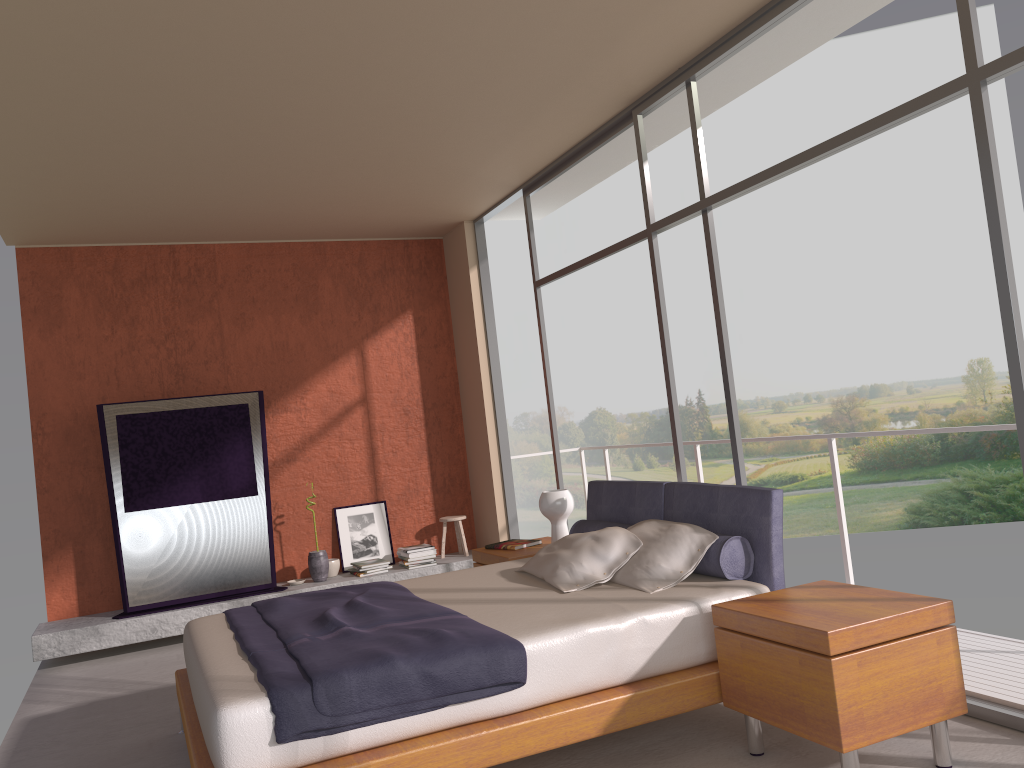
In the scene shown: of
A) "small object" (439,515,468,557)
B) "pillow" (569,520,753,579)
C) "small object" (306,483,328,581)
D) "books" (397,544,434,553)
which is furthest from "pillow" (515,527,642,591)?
"small object" (439,515,468,557)

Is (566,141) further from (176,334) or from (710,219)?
(176,334)

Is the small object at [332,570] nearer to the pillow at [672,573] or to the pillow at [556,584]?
the pillow at [556,584]

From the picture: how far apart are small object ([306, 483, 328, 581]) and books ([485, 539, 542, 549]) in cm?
207

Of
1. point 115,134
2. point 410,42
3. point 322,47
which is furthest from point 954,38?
point 115,134

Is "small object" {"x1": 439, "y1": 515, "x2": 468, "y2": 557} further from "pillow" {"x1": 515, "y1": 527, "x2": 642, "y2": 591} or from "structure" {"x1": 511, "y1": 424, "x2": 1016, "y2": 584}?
"pillow" {"x1": 515, "y1": 527, "x2": 642, "y2": 591}

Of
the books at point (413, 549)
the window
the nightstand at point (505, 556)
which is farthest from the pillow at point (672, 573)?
the books at point (413, 549)

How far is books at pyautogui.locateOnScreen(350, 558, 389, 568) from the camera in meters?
7.2 m

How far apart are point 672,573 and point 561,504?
1.65m

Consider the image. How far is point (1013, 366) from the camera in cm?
316
